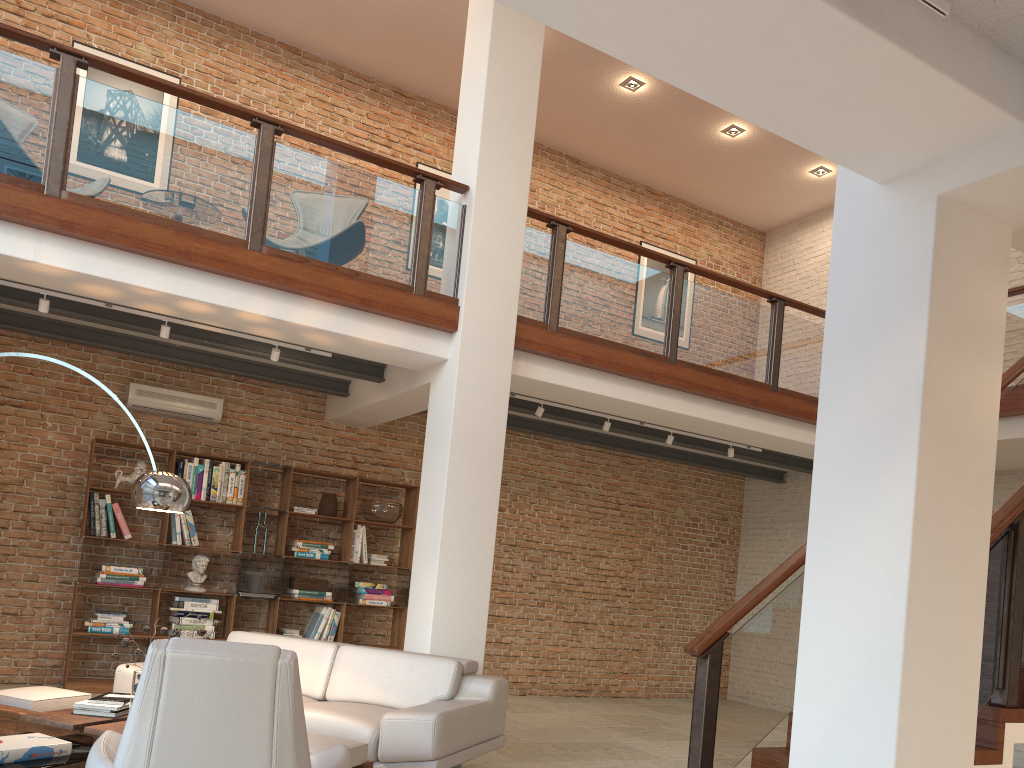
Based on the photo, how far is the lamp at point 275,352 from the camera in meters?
6.5

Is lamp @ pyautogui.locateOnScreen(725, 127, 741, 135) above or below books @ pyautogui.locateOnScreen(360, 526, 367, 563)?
above

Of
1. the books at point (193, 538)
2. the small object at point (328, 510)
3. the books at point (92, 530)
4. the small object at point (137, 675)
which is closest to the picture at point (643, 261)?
the small object at point (328, 510)

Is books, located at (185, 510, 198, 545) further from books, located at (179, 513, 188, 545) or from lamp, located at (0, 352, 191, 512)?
lamp, located at (0, 352, 191, 512)

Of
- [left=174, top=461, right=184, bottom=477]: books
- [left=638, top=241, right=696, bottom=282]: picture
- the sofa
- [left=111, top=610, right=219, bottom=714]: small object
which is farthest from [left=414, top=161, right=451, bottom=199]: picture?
[left=111, top=610, right=219, bottom=714]: small object

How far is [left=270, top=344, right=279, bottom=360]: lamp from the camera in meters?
6.5

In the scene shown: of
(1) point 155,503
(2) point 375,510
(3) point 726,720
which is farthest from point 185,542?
(3) point 726,720

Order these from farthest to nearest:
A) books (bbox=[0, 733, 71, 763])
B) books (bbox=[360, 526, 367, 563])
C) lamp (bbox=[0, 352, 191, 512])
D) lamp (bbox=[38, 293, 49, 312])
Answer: books (bbox=[360, 526, 367, 563])
lamp (bbox=[38, 293, 49, 312])
lamp (bbox=[0, 352, 191, 512])
books (bbox=[0, 733, 71, 763])

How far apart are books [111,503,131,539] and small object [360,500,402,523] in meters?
2.2 m

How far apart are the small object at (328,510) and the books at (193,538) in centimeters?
119cm
